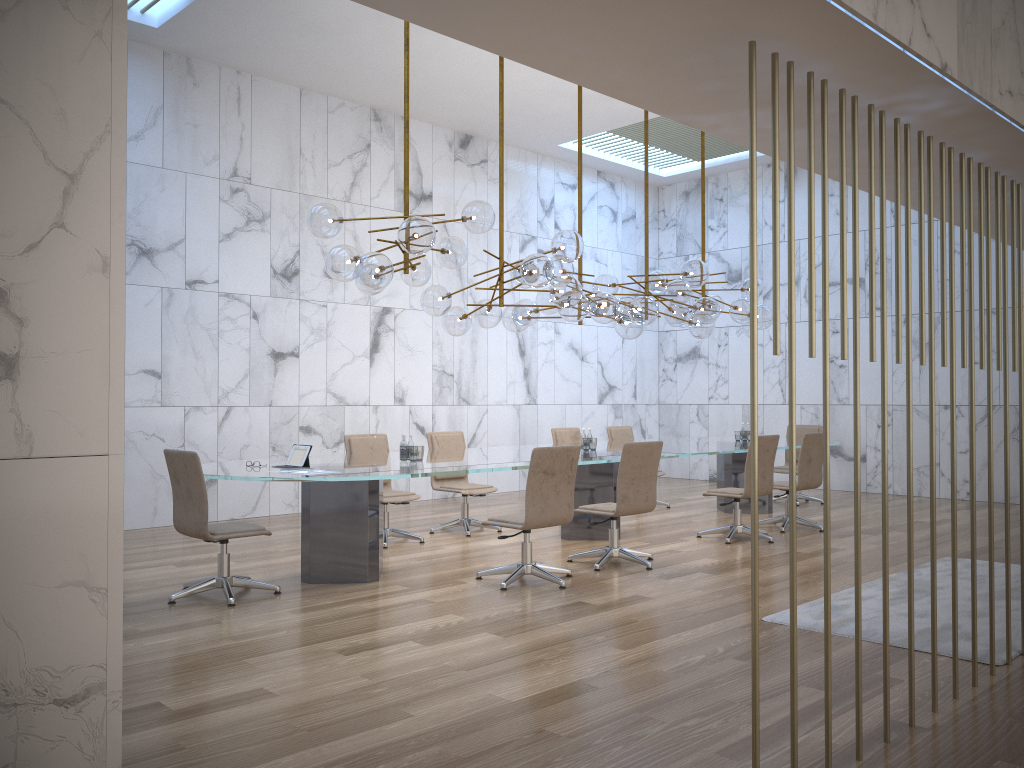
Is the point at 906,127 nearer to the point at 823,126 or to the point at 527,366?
the point at 823,126

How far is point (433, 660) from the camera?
4.5 meters

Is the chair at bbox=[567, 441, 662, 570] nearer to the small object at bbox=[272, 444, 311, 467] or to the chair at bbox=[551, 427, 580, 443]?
the small object at bbox=[272, 444, 311, 467]

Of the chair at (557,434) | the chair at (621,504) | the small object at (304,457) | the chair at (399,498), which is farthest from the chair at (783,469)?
the small object at (304,457)

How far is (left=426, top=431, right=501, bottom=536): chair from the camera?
8.7m

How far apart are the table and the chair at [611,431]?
0.8 meters

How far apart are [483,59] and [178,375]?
4.7 meters

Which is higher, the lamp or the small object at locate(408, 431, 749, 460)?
the lamp

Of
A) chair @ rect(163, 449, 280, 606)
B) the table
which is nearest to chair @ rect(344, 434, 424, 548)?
the table

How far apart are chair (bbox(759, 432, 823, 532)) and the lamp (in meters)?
1.40
